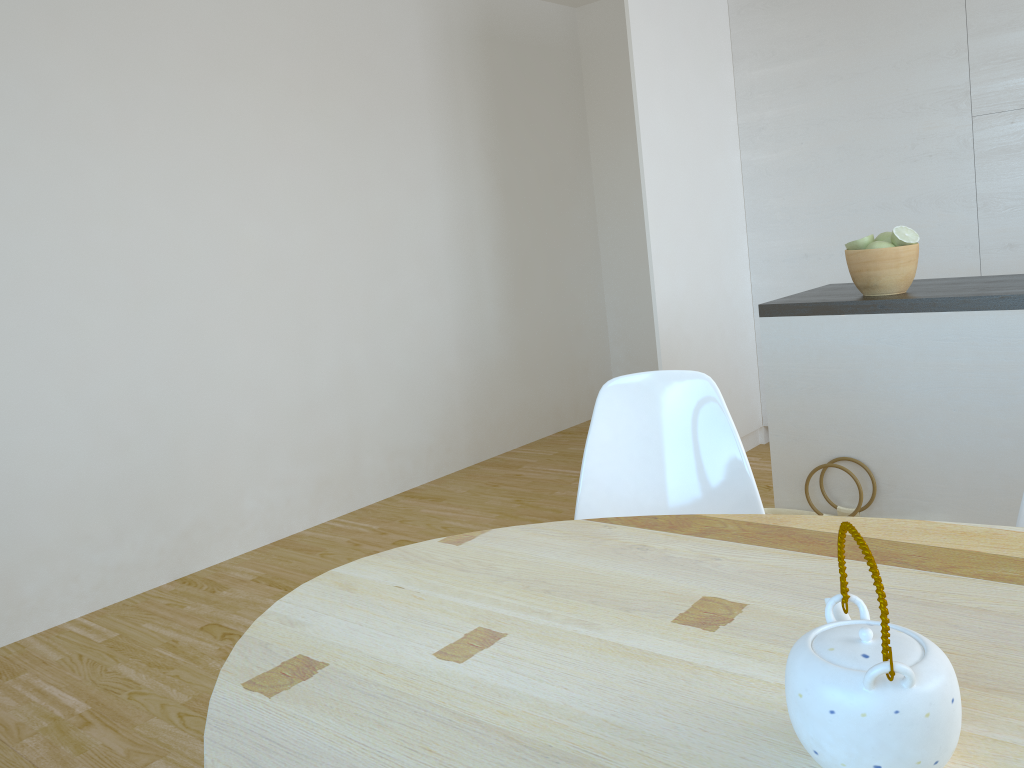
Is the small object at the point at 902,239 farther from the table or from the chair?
the table

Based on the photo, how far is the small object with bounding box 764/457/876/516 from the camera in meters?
2.5 m

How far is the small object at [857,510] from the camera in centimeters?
252cm

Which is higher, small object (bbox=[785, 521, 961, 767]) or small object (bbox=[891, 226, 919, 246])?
small object (bbox=[891, 226, 919, 246])

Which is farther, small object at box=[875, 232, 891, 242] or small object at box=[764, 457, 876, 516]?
small object at box=[875, 232, 891, 242]

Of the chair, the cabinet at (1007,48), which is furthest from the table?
the cabinet at (1007,48)

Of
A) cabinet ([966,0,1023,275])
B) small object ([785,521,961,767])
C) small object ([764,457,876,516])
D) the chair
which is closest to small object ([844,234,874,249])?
small object ([764,457,876,516])

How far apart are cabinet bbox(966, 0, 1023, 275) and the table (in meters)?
3.00

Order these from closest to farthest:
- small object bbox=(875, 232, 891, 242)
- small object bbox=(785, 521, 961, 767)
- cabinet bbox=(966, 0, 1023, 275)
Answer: small object bbox=(785, 521, 961, 767) → small object bbox=(875, 232, 891, 242) → cabinet bbox=(966, 0, 1023, 275)

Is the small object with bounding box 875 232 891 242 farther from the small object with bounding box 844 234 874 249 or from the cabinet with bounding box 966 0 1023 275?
the cabinet with bounding box 966 0 1023 275
